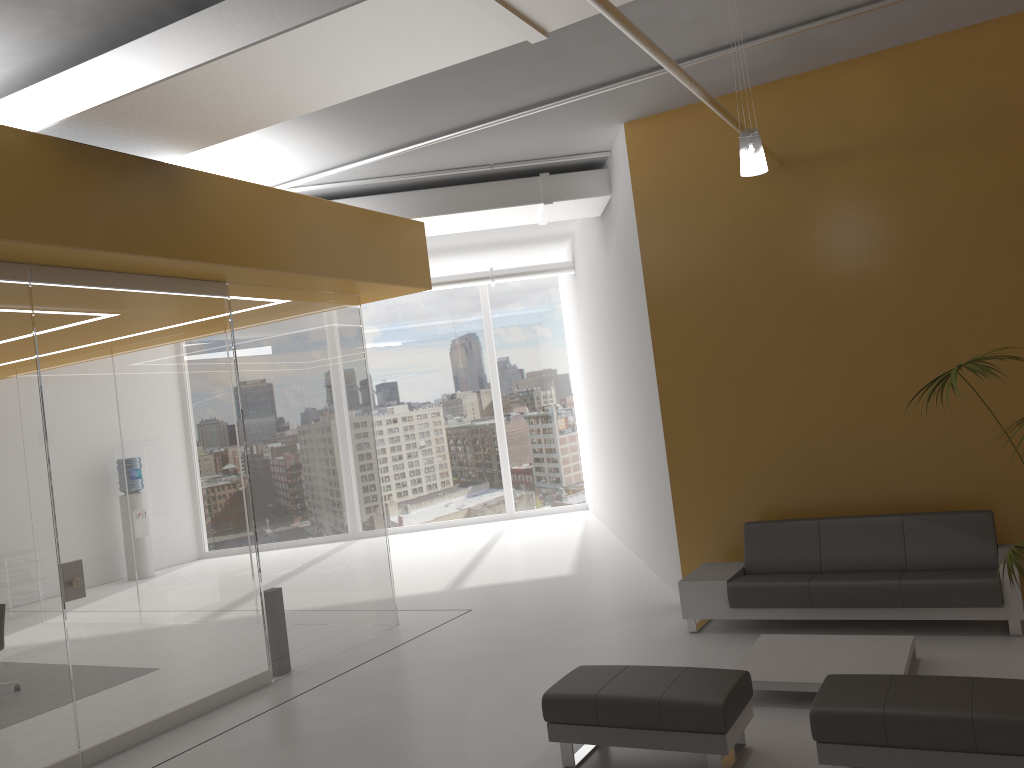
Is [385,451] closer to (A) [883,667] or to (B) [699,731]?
(A) [883,667]

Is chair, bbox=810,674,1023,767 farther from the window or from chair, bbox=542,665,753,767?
the window

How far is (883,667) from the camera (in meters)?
5.30

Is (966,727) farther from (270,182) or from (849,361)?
(270,182)

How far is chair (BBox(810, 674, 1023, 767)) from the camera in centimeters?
375cm

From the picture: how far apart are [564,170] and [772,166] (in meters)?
2.69

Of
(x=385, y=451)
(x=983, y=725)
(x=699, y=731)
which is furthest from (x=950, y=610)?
(x=385, y=451)

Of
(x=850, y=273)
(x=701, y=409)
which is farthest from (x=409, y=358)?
(x=850, y=273)

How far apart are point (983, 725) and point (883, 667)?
1.59m

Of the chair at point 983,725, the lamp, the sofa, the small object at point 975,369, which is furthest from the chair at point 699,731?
the lamp
